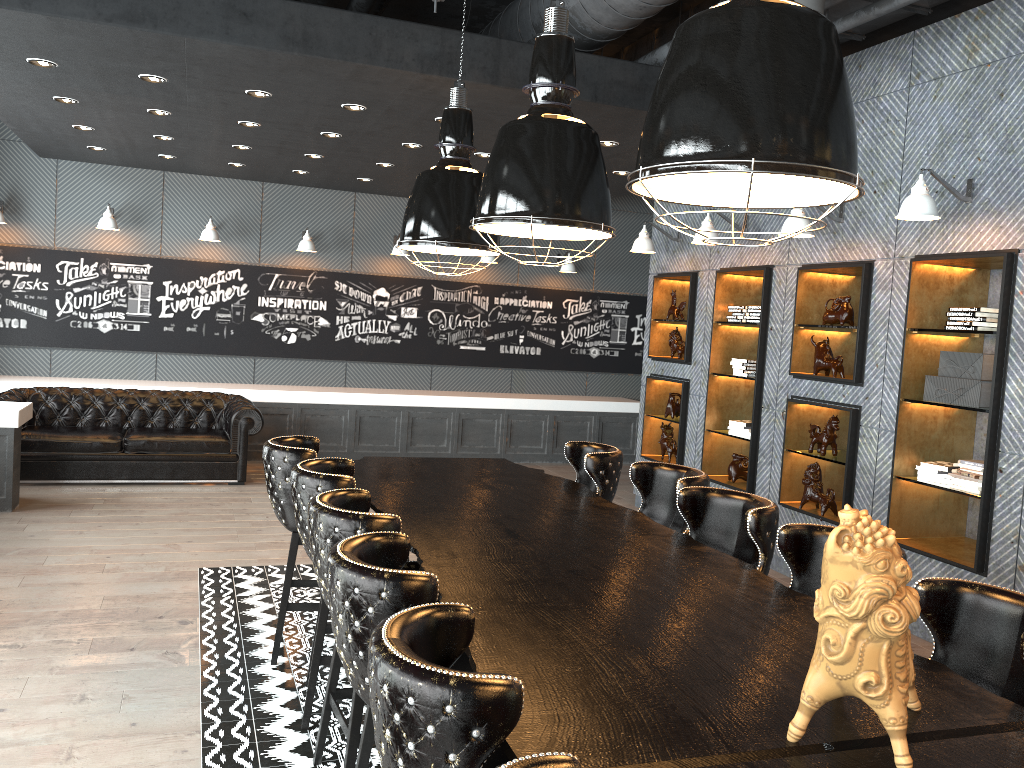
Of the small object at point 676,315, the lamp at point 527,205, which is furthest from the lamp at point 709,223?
the lamp at point 527,205

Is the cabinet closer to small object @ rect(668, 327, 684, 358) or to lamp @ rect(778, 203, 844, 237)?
small object @ rect(668, 327, 684, 358)

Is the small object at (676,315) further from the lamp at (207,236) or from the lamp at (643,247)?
the lamp at (207,236)

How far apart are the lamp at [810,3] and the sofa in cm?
637

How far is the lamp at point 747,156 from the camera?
2.1 meters

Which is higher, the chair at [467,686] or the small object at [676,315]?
the small object at [676,315]

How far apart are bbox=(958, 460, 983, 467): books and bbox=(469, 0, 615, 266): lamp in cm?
288

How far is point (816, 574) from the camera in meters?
3.3 m

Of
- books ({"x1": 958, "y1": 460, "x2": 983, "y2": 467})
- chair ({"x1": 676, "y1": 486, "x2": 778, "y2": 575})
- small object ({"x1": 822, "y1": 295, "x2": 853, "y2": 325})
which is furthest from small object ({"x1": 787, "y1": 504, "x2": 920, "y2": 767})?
Answer: small object ({"x1": 822, "y1": 295, "x2": 853, "y2": 325})

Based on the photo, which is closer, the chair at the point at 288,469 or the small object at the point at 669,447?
the chair at the point at 288,469
